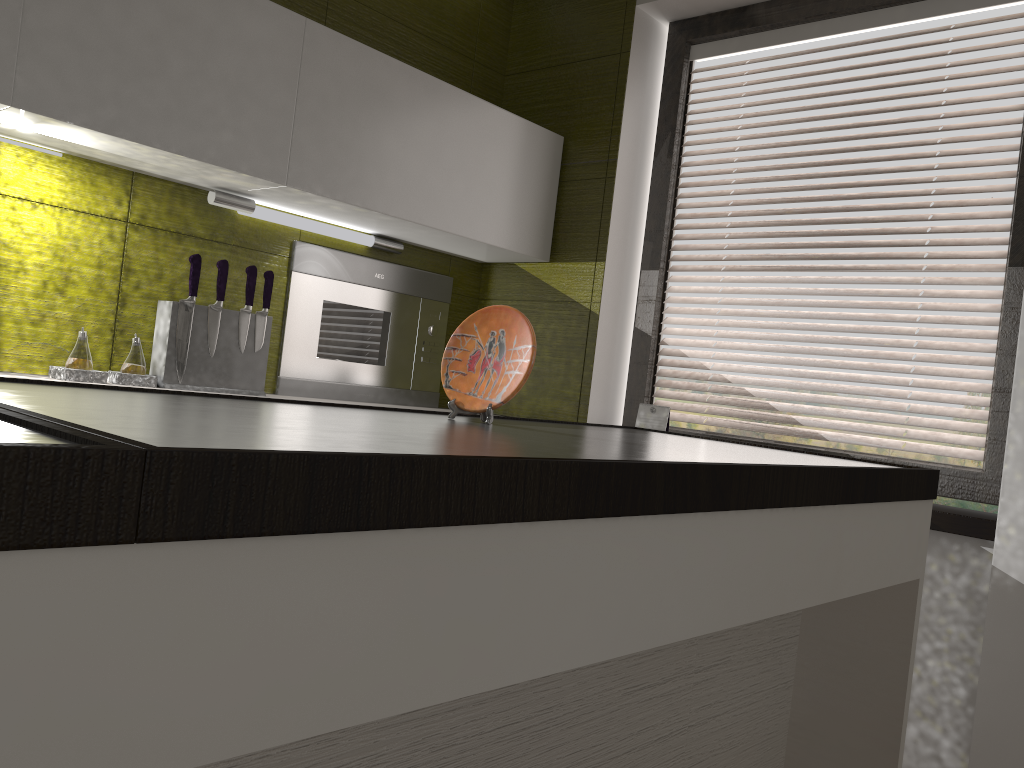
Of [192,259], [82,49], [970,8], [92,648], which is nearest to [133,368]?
[192,259]

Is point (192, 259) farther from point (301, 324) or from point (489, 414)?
point (489, 414)

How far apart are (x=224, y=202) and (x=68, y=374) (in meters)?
0.63

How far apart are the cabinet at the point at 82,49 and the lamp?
0.02m

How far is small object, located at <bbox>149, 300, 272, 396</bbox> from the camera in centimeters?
225cm

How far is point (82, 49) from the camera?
1.9m

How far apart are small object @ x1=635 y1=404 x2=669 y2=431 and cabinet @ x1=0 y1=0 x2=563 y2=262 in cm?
63

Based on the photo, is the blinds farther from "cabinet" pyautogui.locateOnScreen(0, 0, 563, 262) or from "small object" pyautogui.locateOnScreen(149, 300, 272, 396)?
"small object" pyautogui.locateOnScreen(149, 300, 272, 396)

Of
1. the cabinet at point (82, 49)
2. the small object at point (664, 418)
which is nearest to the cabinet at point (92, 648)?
the small object at point (664, 418)

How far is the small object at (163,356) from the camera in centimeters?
225cm
